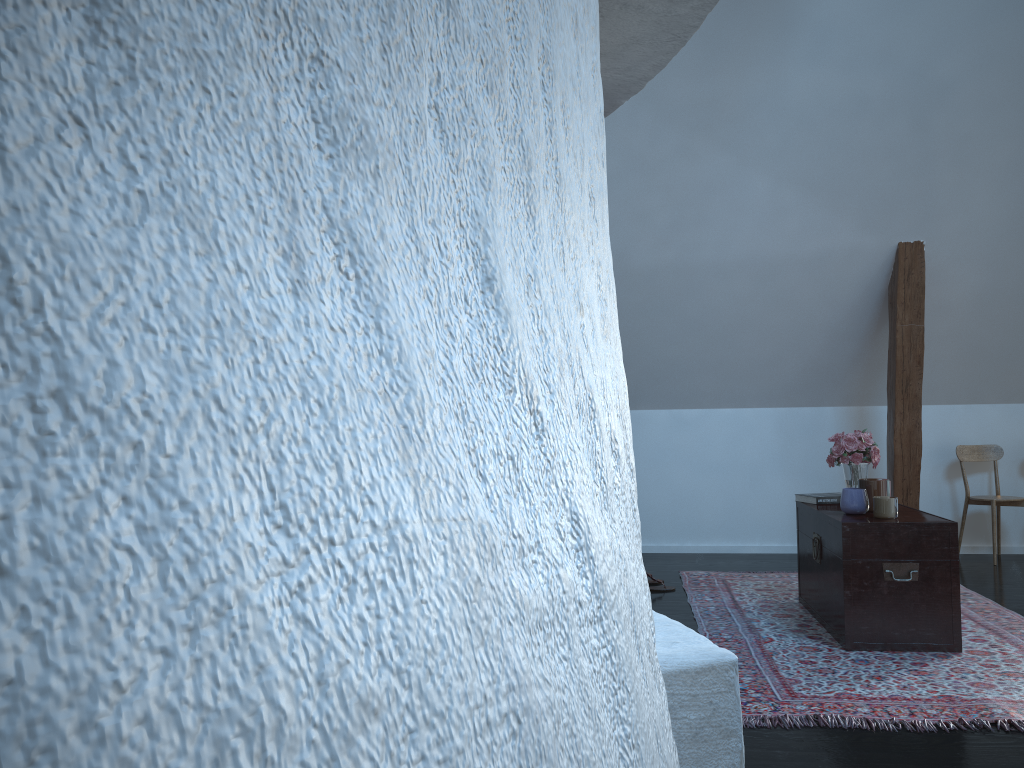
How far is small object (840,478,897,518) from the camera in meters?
3.5

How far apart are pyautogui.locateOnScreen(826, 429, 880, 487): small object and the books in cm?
9

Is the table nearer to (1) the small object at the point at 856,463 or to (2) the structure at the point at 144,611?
(1) the small object at the point at 856,463

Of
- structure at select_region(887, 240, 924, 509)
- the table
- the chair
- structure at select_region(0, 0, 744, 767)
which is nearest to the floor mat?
the table

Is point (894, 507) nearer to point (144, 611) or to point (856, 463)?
point (856, 463)

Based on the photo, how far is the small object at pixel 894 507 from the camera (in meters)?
3.51

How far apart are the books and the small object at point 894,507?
0.3 meters

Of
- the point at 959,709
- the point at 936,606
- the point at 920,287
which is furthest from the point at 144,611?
the point at 920,287

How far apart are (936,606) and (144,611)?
3.72m

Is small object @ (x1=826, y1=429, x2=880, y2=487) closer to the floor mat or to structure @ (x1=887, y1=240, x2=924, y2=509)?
the floor mat
